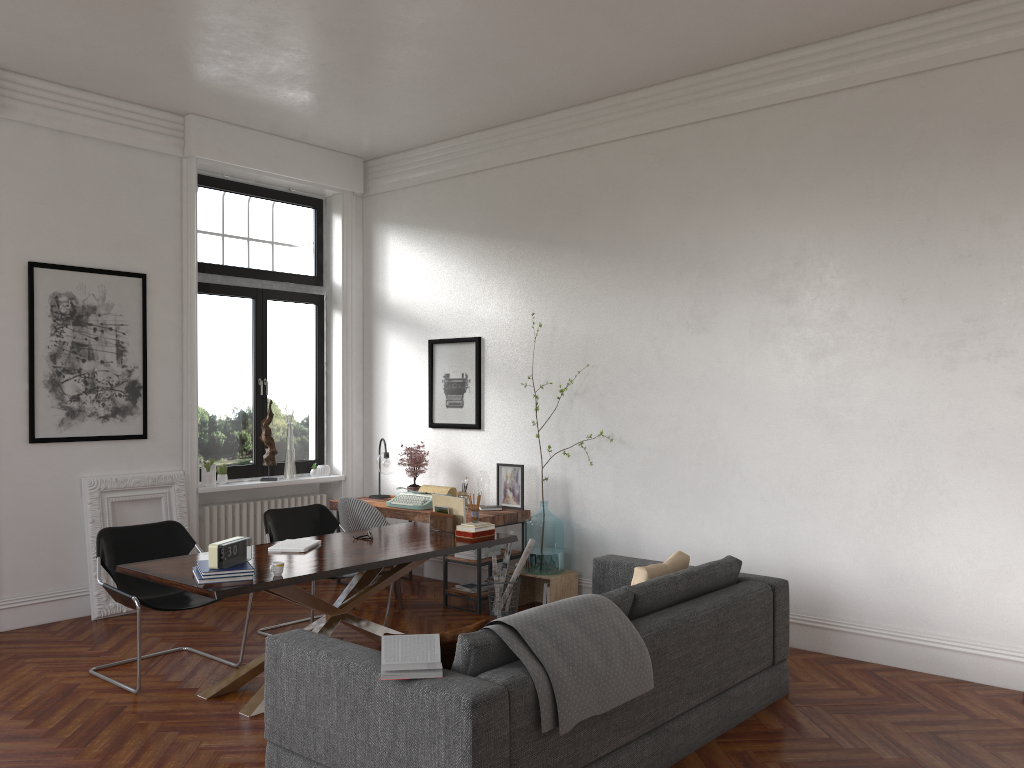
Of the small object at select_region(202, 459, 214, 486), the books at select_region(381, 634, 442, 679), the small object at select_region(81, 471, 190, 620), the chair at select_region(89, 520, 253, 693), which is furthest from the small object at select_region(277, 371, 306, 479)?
the books at select_region(381, 634, 442, 679)

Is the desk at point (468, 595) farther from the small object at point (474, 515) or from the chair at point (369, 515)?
the small object at point (474, 515)

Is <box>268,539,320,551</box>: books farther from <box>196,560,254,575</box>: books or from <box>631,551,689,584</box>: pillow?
<box>631,551,689,584</box>: pillow

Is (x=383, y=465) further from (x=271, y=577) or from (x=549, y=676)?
(x=549, y=676)

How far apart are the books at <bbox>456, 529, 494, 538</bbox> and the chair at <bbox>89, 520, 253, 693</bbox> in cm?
160

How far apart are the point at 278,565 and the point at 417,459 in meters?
3.4

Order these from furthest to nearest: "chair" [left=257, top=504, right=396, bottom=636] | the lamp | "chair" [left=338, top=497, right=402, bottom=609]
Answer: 1. the lamp
2. "chair" [left=338, top=497, right=402, bottom=609]
3. "chair" [left=257, top=504, right=396, bottom=636]

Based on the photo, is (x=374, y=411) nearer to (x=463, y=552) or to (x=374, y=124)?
(x=463, y=552)

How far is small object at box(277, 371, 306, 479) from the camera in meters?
8.2

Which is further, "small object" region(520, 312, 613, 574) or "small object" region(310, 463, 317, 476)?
"small object" region(310, 463, 317, 476)
